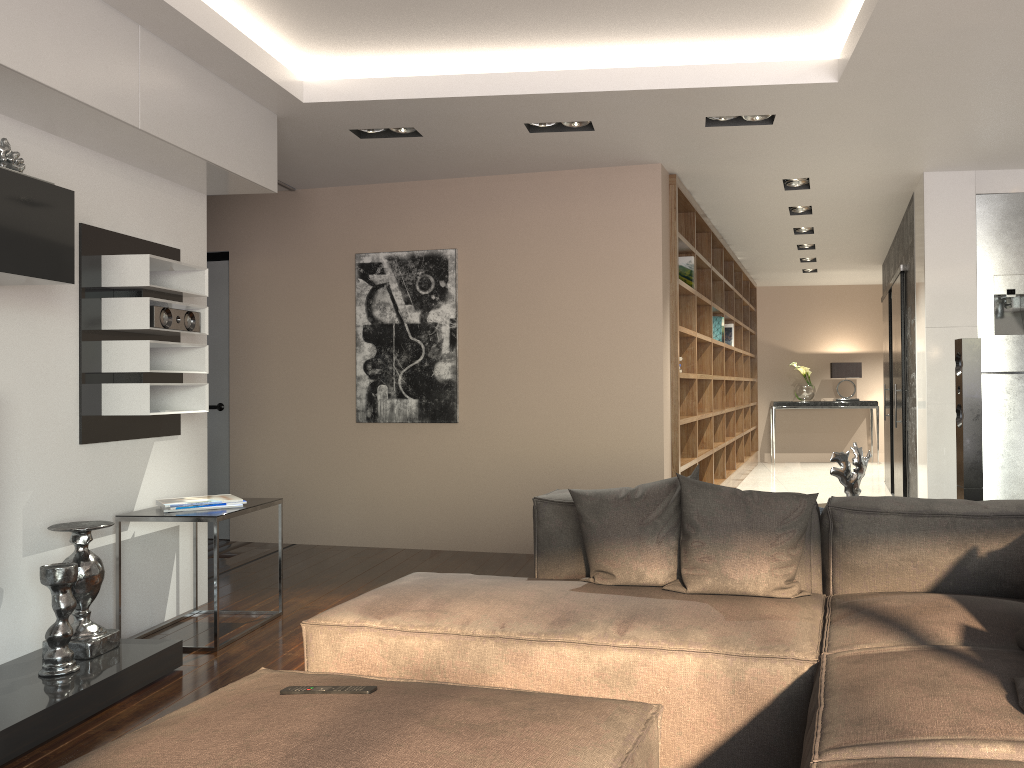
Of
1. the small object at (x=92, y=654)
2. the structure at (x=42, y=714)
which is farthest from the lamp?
the small object at (x=92, y=654)

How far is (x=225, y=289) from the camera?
6.64m

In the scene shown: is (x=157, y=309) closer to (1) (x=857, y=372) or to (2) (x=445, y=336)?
(2) (x=445, y=336)

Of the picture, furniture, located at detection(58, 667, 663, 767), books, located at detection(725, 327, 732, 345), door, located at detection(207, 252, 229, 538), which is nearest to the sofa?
furniture, located at detection(58, 667, 663, 767)

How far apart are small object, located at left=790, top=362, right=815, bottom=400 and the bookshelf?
0.6 meters

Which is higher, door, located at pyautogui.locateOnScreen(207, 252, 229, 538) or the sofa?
door, located at pyautogui.locateOnScreen(207, 252, 229, 538)

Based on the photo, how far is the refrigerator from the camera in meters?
5.5

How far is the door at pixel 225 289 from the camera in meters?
6.6 m

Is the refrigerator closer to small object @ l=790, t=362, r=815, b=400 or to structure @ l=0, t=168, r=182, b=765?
structure @ l=0, t=168, r=182, b=765

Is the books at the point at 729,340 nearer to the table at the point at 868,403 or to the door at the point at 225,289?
the table at the point at 868,403
